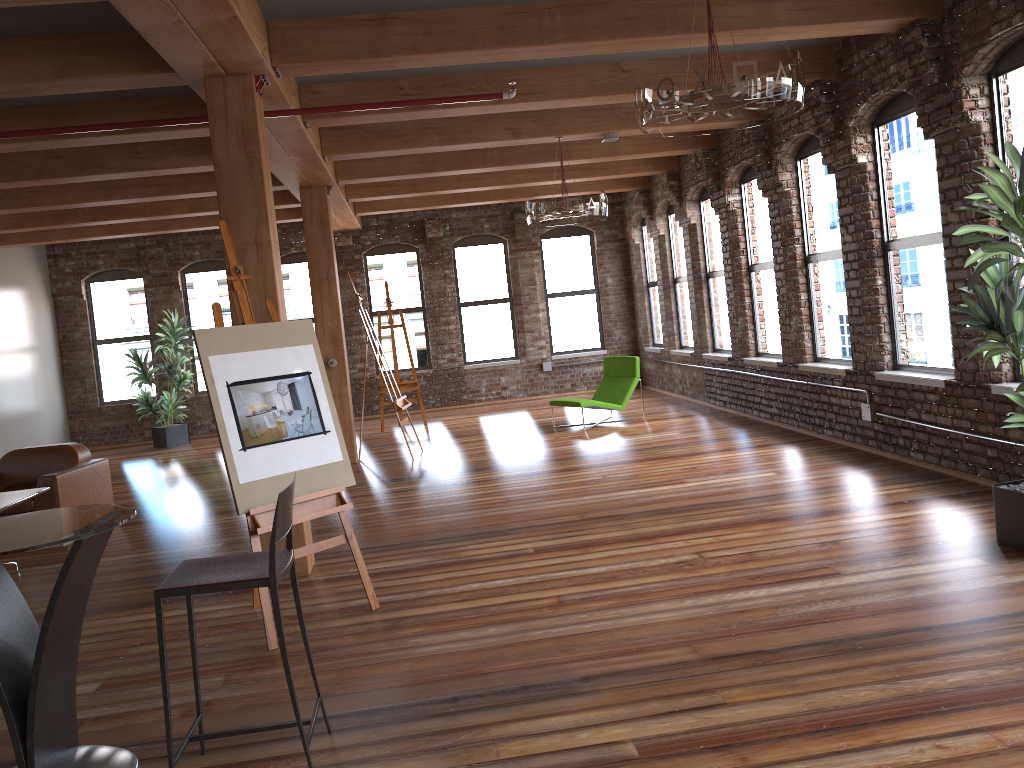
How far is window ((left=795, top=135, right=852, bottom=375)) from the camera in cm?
806

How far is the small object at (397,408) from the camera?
9.75m

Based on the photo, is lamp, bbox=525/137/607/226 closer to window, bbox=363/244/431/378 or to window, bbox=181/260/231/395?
window, bbox=363/244/431/378

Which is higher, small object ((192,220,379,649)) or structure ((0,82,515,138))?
structure ((0,82,515,138))

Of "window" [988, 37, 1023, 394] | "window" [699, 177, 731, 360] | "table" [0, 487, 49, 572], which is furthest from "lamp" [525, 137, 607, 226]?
"table" [0, 487, 49, 572]

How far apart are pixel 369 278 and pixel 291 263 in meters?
1.3 m

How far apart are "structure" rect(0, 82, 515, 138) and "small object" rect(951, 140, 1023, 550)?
3.1 meters

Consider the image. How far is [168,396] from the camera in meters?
14.3

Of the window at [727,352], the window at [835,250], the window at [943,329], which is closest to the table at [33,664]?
the window at [943,329]

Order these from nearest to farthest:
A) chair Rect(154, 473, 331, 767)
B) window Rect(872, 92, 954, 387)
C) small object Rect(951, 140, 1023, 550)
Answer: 1. chair Rect(154, 473, 331, 767)
2. small object Rect(951, 140, 1023, 550)
3. window Rect(872, 92, 954, 387)
